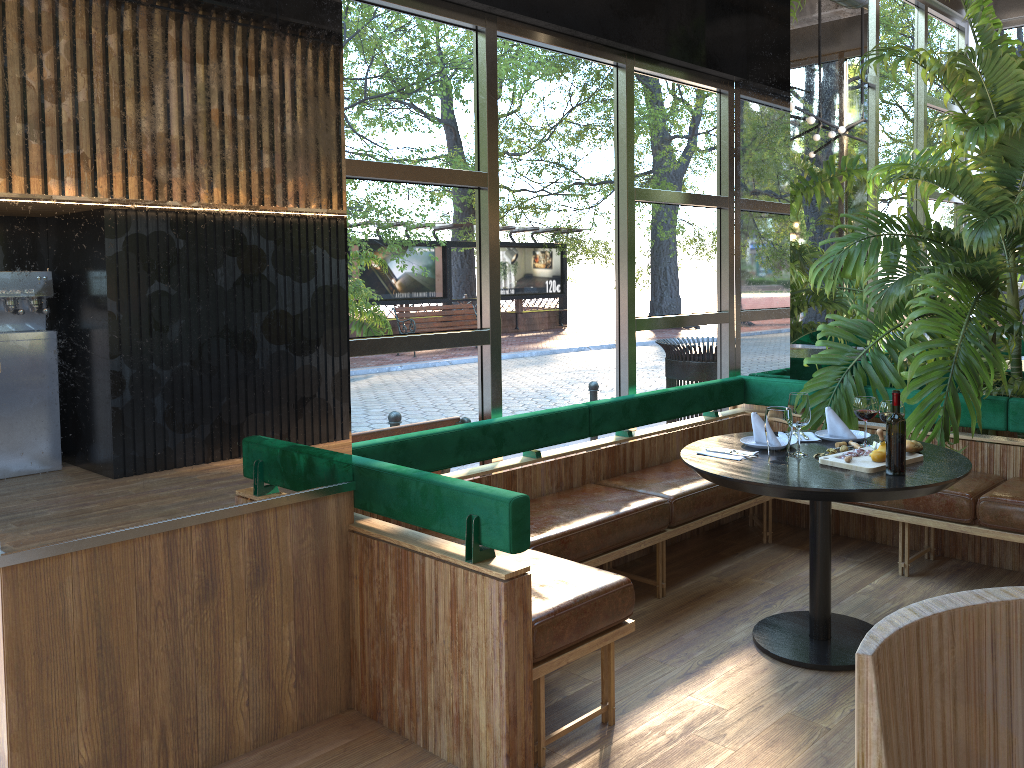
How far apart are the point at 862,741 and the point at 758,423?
2.9 meters

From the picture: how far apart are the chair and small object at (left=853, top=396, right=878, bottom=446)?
1.3 meters

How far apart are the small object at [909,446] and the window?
1.7 meters

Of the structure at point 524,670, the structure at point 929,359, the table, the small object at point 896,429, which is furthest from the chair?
the structure at point 929,359

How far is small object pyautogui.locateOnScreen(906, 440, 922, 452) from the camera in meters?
3.4

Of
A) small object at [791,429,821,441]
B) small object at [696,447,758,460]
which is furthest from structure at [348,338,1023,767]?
small object at [791,429,821,441]

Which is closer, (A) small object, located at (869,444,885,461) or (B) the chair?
(B) the chair

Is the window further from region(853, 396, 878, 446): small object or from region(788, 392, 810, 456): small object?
region(788, 392, 810, 456): small object

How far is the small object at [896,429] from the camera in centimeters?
261cm

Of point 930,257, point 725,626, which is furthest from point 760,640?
point 930,257
